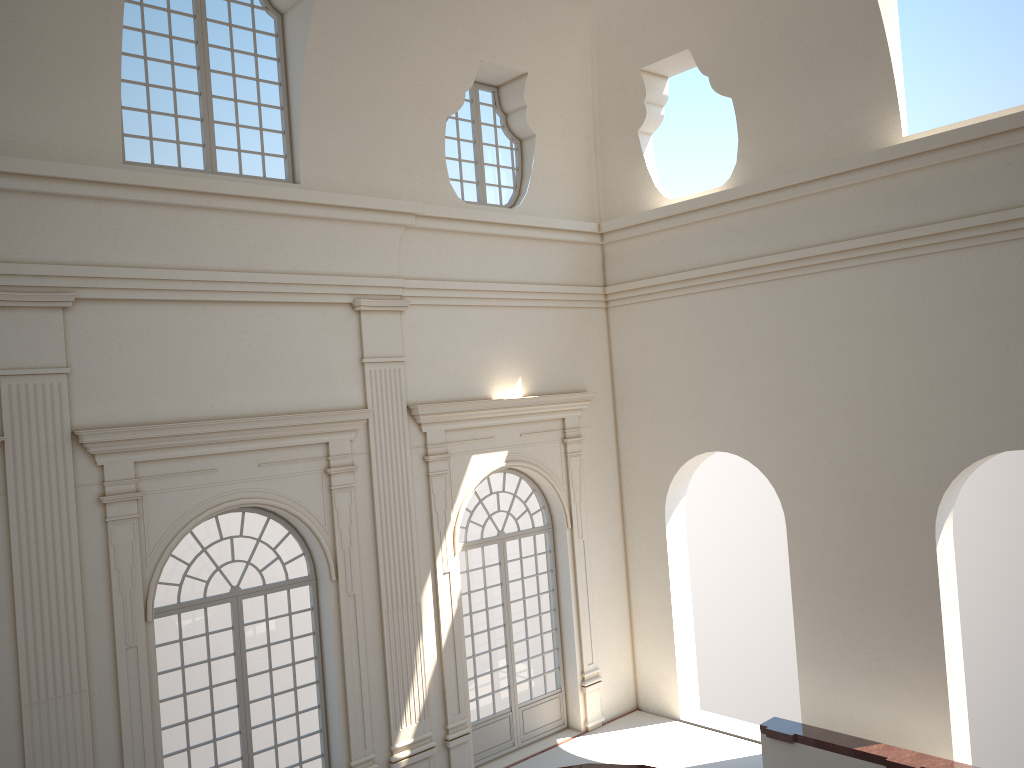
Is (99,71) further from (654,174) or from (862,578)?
(862,578)
